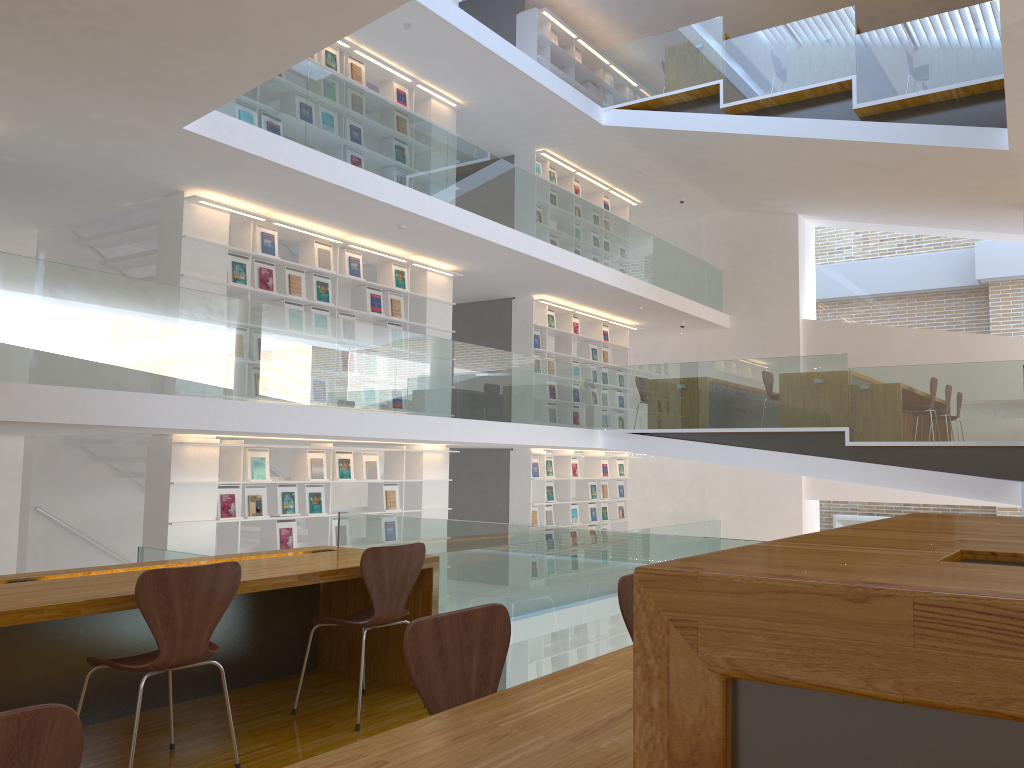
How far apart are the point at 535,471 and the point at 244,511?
4.8m

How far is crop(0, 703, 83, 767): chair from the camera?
1.18m

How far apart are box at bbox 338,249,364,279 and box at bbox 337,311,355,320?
0.4m

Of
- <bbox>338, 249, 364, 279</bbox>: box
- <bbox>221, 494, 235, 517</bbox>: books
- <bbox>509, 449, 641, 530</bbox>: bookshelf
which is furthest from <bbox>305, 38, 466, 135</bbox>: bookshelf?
<bbox>221, 494, 235, 517</bbox>: books

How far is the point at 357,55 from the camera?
9.3m

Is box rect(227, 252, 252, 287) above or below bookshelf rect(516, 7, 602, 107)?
below

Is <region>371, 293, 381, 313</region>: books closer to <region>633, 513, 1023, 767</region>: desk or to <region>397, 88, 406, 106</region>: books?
<region>397, 88, 406, 106</region>: books

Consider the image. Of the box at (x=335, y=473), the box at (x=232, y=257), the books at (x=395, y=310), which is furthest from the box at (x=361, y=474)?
the box at (x=232, y=257)

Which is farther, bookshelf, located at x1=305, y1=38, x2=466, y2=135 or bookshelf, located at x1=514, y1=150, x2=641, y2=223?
bookshelf, located at x1=514, y1=150, x2=641, y2=223

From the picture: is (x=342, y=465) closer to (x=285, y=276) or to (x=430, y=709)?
(x=285, y=276)
